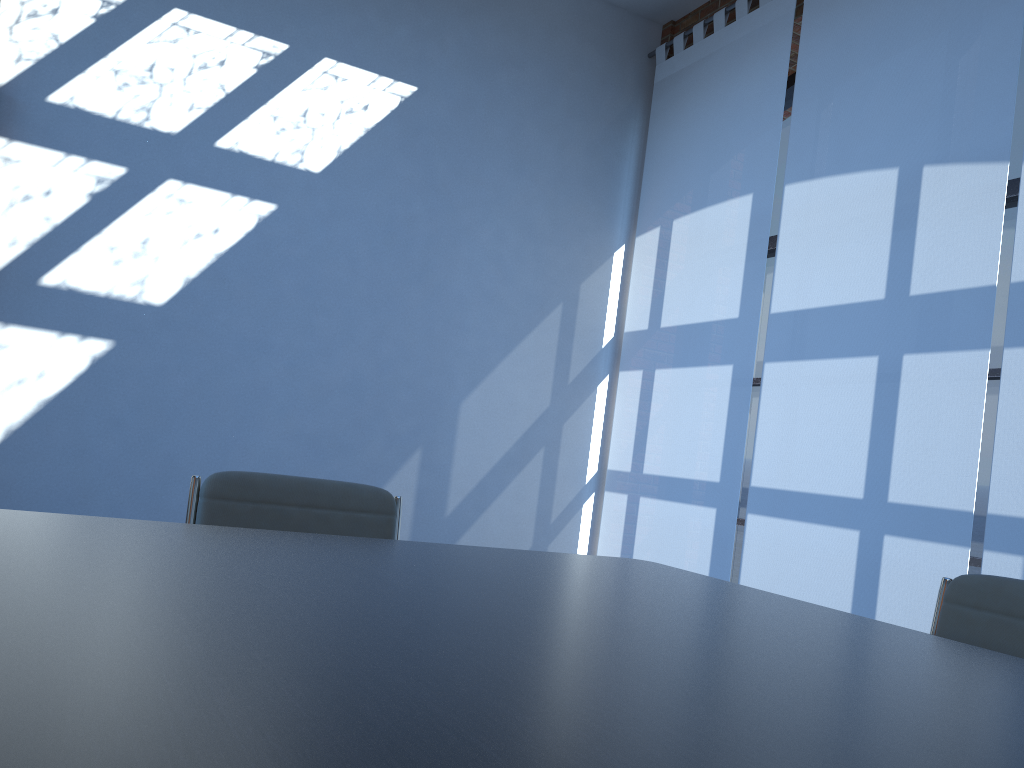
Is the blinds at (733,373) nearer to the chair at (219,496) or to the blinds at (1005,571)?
the blinds at (1005,571)

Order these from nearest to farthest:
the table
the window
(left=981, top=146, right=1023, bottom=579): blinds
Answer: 1. the table
2. (left=981, top=146, right=1023, bottom=579): blinds
3. the window

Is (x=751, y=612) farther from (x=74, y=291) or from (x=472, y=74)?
(x=472, y=74)

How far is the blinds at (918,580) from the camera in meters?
3.5

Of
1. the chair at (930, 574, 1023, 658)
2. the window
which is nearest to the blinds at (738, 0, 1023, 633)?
the window

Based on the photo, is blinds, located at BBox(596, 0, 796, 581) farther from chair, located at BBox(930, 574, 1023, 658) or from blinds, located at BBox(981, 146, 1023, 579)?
chair, located at BBox(930, 574, 1023, 658)

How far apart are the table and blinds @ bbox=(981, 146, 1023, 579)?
1.7m

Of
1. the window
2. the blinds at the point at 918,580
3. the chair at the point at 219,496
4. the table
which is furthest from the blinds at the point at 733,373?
the chair at the point at 219,496

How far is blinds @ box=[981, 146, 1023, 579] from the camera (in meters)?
3.17

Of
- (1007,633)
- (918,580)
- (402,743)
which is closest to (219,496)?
(402,743)
